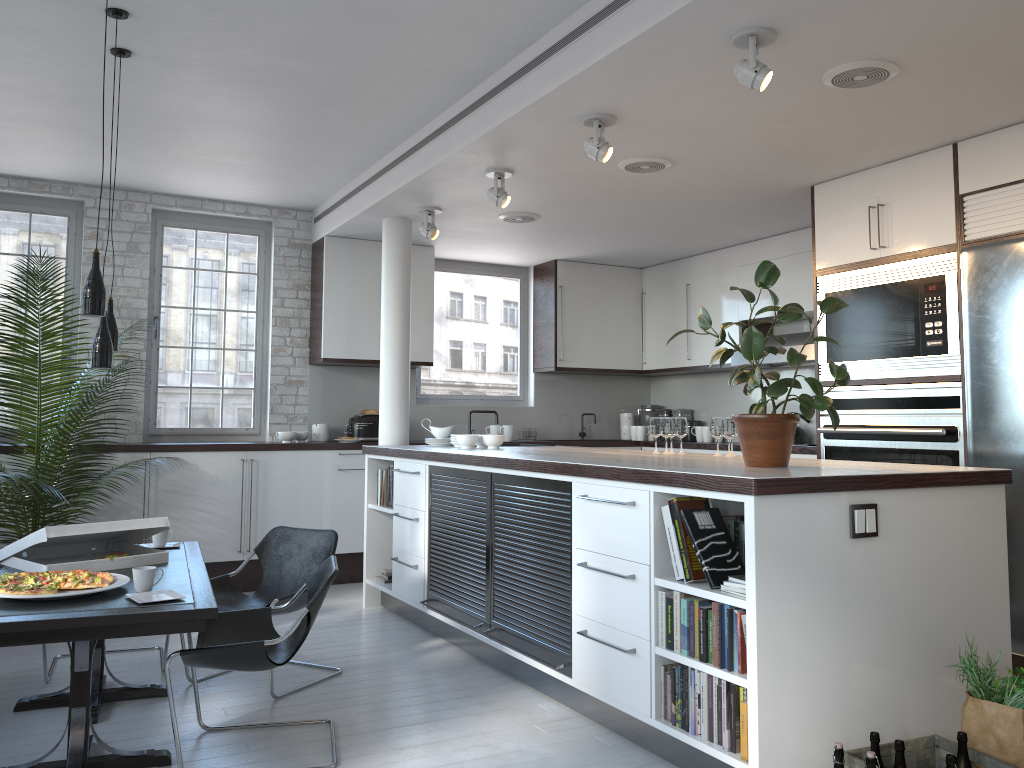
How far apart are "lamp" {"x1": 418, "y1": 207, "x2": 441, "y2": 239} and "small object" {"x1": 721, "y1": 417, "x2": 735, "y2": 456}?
2.8 meters

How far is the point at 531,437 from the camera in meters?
8.7

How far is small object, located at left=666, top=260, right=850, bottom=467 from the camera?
3.70m

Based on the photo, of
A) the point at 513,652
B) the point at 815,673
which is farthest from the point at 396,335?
the point at 815,673

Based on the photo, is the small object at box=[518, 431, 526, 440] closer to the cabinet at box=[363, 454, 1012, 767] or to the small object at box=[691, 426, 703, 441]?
the small object at box=[691, 426, 703, 441]

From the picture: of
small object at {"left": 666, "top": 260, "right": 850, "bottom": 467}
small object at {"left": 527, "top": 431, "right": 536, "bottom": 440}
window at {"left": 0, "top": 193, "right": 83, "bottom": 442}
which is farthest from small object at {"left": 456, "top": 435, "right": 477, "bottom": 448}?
window at {"left": 0, "top": 193, "right": 83, "bottom": 442}

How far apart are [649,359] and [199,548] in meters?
5.5 m

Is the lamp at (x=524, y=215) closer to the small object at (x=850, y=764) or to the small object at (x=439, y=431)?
the small object at (x=439, y=431)

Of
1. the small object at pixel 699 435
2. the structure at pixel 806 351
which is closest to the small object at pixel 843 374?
the structure at pixel 806 351

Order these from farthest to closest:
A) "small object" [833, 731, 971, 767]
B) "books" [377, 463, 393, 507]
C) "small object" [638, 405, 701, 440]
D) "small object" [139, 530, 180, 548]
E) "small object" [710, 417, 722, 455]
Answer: "small object" [638, 405, 701, 440]
"books" [377, 463, 393, 507]
"small object" [710, 417, 722, 455]
"small object" [139, 530, 180, 548]
"small object" [833, 731, 971, 767]
